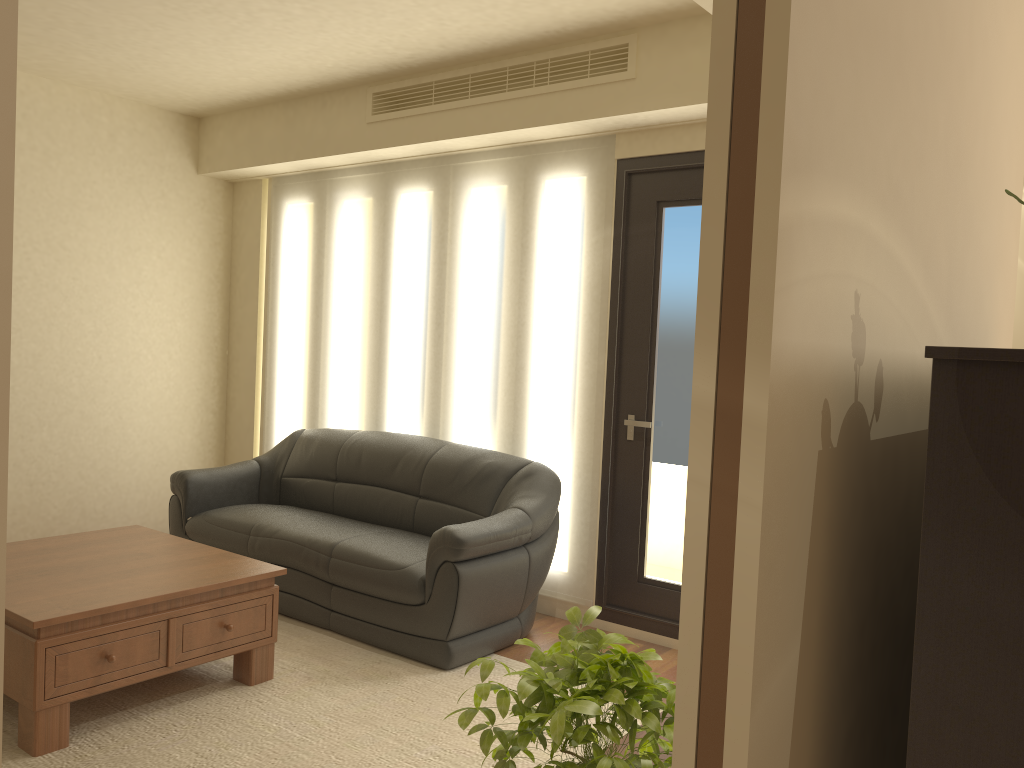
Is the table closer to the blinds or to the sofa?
the sofa

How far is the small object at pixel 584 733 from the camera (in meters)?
1.53

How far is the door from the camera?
4.45m

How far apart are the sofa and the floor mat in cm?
3

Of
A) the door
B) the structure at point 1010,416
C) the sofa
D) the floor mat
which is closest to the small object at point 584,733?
the structure at point 1010,416

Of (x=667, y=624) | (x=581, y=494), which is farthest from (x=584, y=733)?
(x=581, y=494)

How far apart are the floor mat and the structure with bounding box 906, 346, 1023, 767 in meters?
2.1 m

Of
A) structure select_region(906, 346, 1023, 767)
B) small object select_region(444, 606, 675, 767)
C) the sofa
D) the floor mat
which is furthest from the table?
structure select_region(906, 346, 1023, 767)

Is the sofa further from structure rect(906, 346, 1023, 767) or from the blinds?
structure rect(906, 346, 1023, 767)

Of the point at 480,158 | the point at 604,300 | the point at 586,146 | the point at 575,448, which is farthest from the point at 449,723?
the point at 480,158
